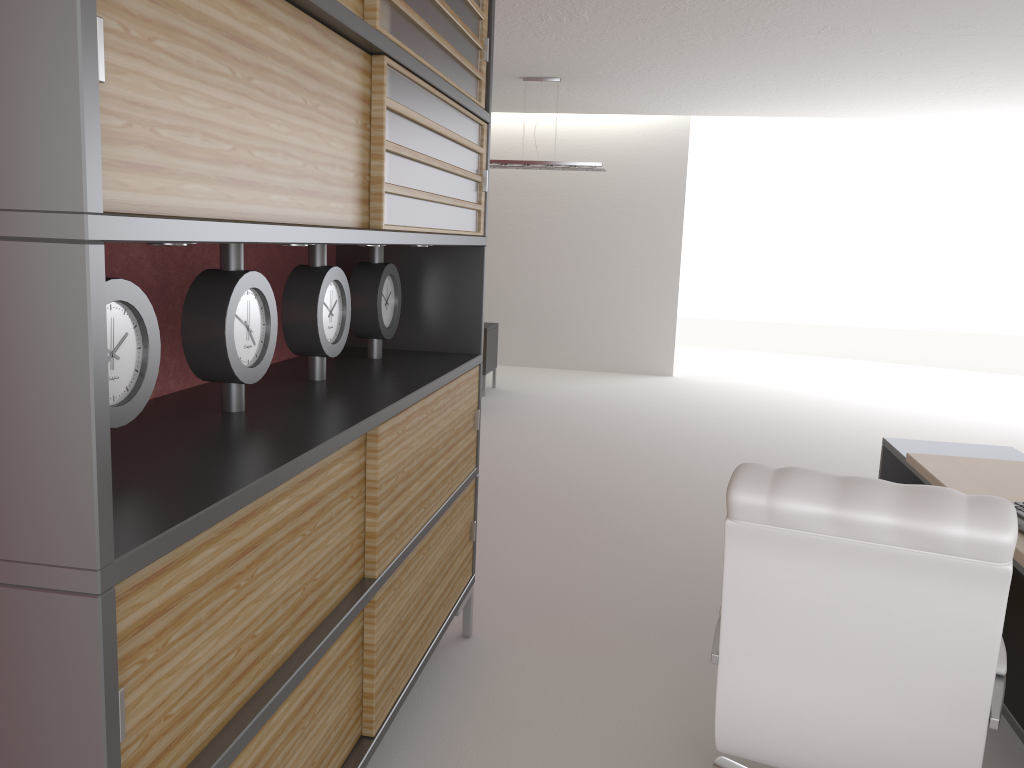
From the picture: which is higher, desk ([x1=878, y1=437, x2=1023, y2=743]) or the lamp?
the lamp

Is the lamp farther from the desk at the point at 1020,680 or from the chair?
the chair

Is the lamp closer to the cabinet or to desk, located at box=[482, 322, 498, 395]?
desk, located at box=[482, 322, 498, 395]

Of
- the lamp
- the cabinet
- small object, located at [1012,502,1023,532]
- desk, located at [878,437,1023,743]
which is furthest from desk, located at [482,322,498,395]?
small object, located at [1012,502,1023,532]

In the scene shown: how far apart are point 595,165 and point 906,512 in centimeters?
1019cm

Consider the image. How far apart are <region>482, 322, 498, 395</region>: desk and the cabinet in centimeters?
816cm

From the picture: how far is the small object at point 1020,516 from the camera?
3.8 meters

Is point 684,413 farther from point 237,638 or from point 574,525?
point 237,638

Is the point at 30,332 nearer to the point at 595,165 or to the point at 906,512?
the point at 906,512

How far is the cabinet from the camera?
1.6 meters
